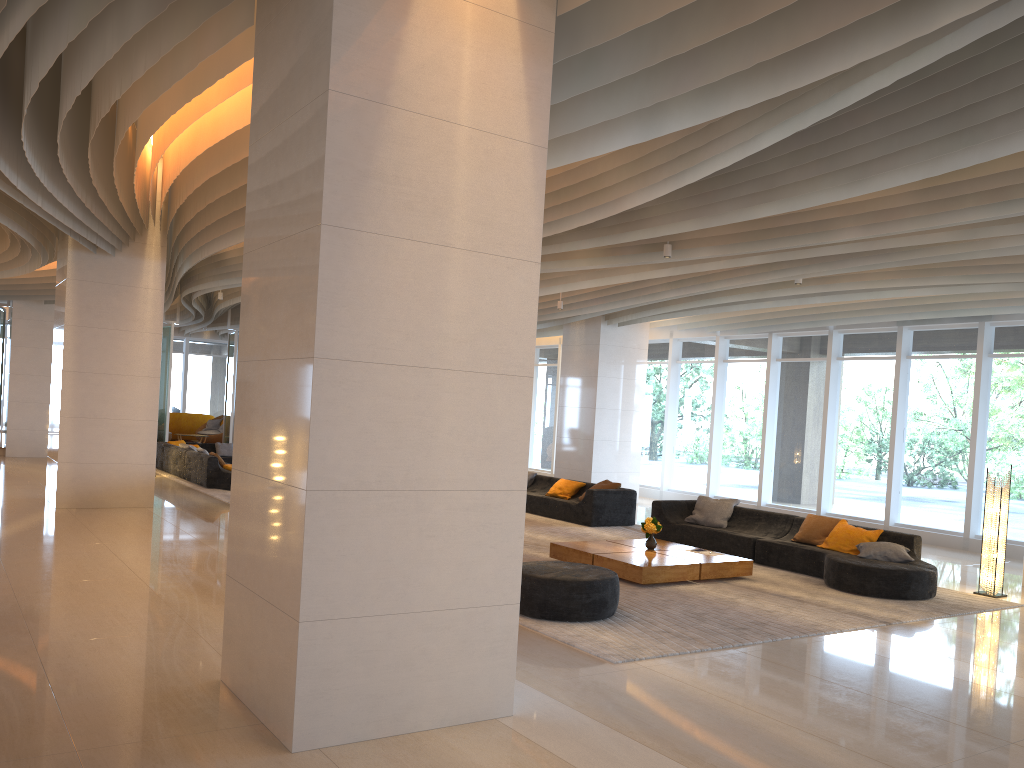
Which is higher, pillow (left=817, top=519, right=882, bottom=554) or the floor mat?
pillow (left=817, top=519, right=882, bottom=554)

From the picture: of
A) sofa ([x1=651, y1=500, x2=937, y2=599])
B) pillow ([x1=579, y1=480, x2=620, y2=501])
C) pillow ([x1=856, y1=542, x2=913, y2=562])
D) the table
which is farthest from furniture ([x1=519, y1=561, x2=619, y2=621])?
pillow ([x1=579, y1=480, x2=620, y2=501])

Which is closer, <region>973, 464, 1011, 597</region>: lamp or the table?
the table

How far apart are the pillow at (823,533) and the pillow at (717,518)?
1.3m

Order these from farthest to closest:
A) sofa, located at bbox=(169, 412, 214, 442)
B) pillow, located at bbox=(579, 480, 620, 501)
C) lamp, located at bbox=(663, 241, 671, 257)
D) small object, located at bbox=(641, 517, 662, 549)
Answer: sofa, located at bbox=(169, 412, 214, 442) < pillow, located at bbox=(579, 480, 620, 501) < small object, located at bbox=(641, 517, 662, 549) < lamp, located at bbox=(663, 241, 671, 257)

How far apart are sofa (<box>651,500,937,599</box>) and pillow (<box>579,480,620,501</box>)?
1.8m

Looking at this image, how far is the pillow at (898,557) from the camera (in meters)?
9.59

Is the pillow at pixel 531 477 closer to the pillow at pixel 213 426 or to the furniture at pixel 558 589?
the furniture at pixel 558 589

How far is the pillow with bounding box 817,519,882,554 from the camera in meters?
10.1

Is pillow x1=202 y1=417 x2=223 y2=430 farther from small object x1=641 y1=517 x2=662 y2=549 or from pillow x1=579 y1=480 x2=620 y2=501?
small object x1=641 y1=517 x2=662 y2=549
